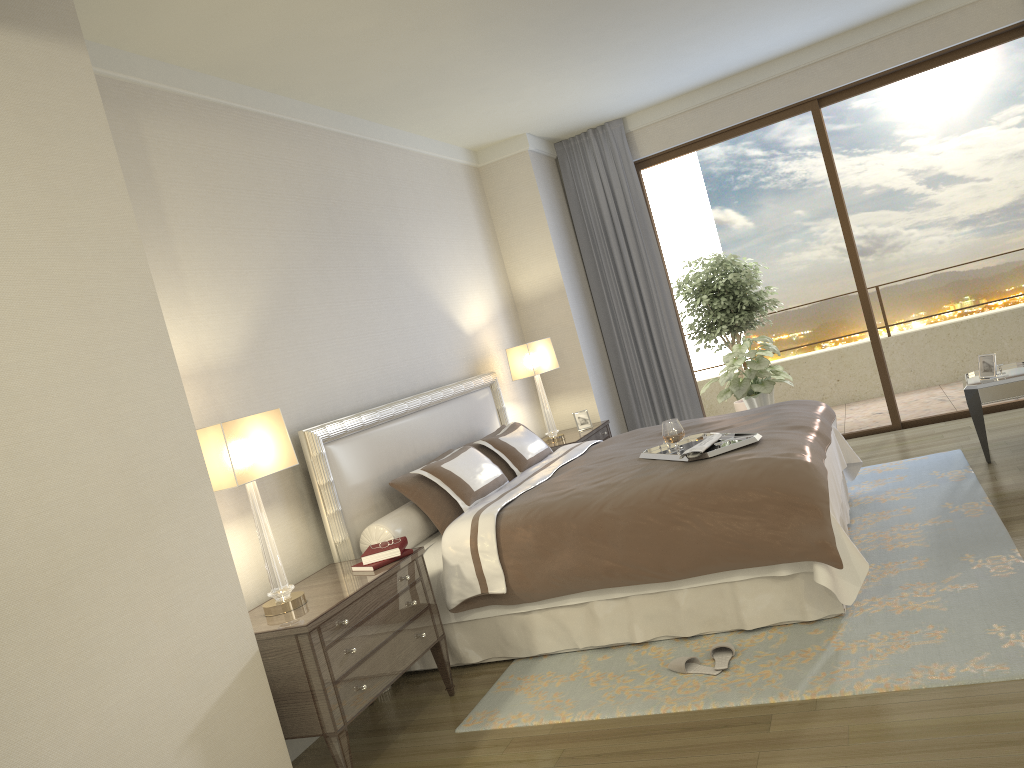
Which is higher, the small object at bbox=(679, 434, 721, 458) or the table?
the small object at bbox=(679, 434, 721, 458)

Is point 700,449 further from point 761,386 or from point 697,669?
point 761,386

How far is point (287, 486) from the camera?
4.2 meters

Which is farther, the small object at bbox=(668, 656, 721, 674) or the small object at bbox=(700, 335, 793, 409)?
the small object at bbox=(700, 335, 793, 409)

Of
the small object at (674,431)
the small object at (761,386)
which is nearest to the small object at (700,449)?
the small object at (674,431)

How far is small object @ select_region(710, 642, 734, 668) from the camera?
3.5m

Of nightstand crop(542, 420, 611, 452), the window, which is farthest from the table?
nightstand crop(542, 420, 611, 452)

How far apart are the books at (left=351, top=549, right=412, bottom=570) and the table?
3.6m

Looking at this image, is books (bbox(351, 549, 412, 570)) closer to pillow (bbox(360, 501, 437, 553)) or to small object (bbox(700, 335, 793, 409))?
pillow (bbox(360, 501, 437, 553))

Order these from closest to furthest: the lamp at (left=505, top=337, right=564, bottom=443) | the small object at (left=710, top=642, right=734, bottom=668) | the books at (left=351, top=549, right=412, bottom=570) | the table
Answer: the small object at (left=710, top=642, right=734, bottom=668) → the books at (left=351, top=549, right=412, bottom=570) → the table → the lamp at (left=505, top=337, right=564, bottom=443)
